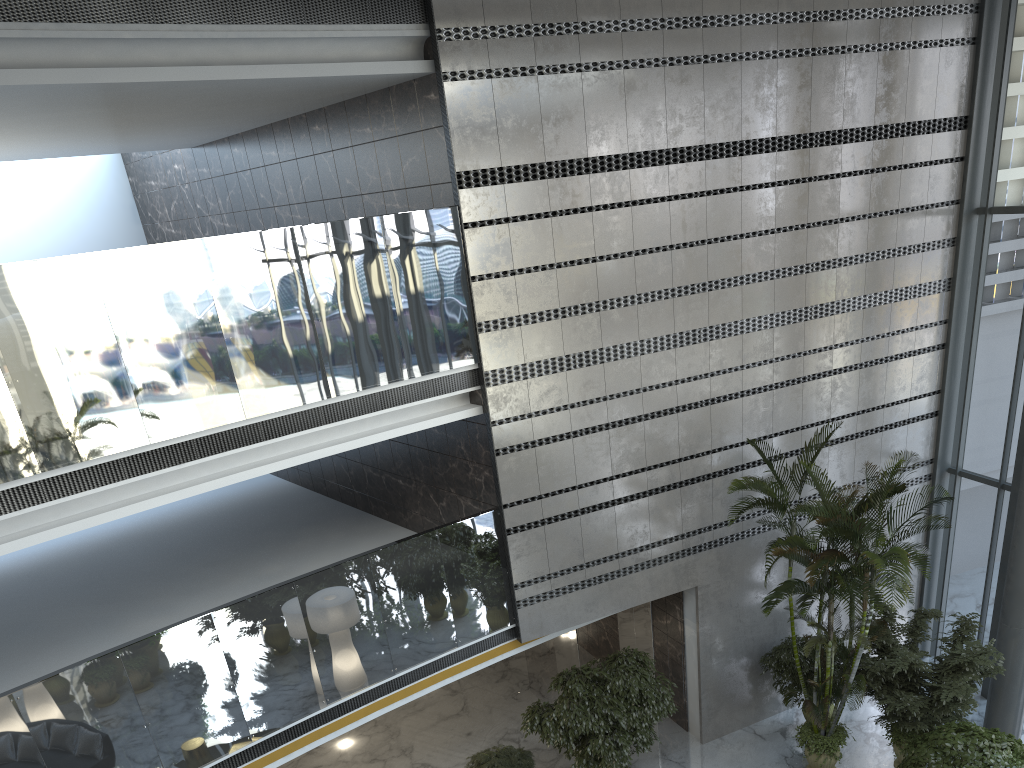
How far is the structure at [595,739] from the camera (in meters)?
9.33

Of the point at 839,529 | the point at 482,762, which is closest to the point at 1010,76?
the point at 839,529

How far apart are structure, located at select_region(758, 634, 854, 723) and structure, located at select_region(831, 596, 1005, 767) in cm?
62

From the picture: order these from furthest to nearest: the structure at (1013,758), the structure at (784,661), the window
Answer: the window, the structure at (784,661), the structure at (1013,758)

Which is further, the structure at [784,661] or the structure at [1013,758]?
the structure at [784,661]

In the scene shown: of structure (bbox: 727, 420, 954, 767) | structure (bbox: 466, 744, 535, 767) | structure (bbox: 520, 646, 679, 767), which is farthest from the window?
structure (bbox: 466, 744, 535, 767)

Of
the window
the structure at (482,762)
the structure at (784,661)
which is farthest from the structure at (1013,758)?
the structure at (482,762)

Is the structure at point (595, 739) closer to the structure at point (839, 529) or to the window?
the structure at point (839, 529)

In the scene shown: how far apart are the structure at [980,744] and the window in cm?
260

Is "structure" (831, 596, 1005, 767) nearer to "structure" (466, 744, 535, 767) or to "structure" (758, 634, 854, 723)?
"structure" (758, 634, 854, 723)
